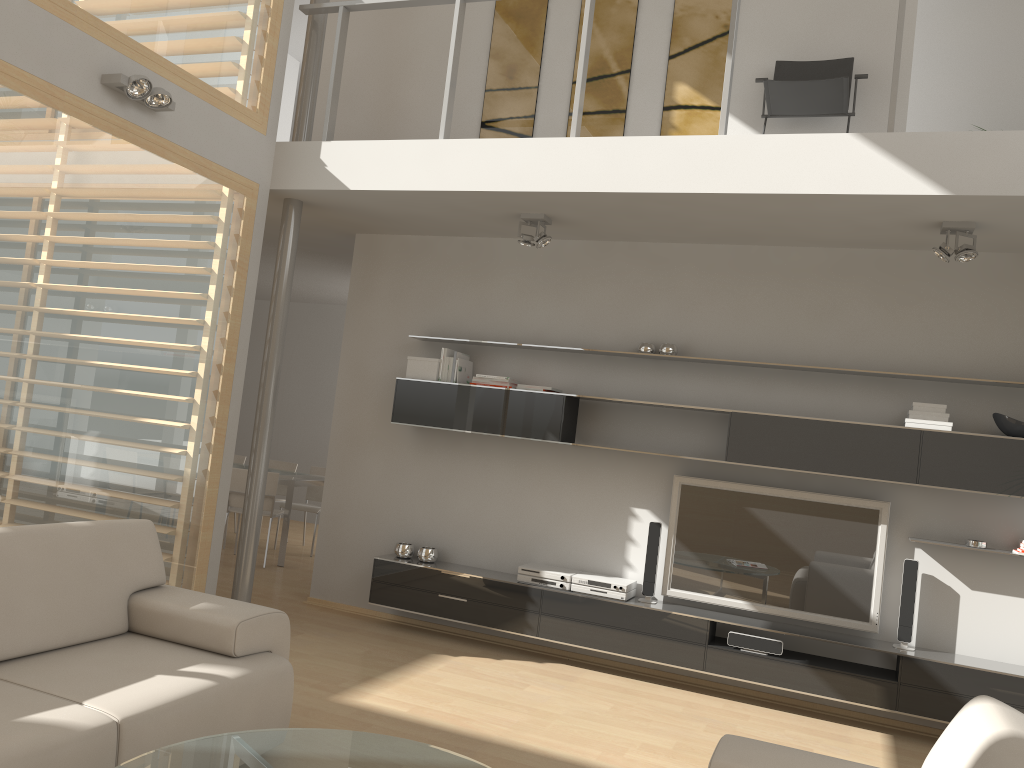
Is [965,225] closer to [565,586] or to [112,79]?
[565,586]

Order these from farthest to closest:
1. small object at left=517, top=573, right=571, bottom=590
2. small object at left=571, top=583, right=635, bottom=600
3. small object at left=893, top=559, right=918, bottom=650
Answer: small object at left=517, top=573, right=571, bottom=590
small object at left=571, top=583, right=635, bottom=600
small object at left=893, top=559, right=918, bottom=650

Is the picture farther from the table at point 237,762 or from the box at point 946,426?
the table at point 237,762

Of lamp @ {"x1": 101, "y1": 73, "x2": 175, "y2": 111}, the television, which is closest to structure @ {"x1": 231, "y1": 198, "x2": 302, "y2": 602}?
lamp @ {"x1": 101, "y1": 73, "x2": 175, "y2": 111}

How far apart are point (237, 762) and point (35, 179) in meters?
2.8

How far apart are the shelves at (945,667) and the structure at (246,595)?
0.8 meters

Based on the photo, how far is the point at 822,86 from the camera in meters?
4.9

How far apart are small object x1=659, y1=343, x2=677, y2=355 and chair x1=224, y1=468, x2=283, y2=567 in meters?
3.8 m

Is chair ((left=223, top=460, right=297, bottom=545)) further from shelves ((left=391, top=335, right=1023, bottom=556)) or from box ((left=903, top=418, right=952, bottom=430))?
box ((left=903, top=418, right=952, bottom=430))

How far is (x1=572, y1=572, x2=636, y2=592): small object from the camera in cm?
530
